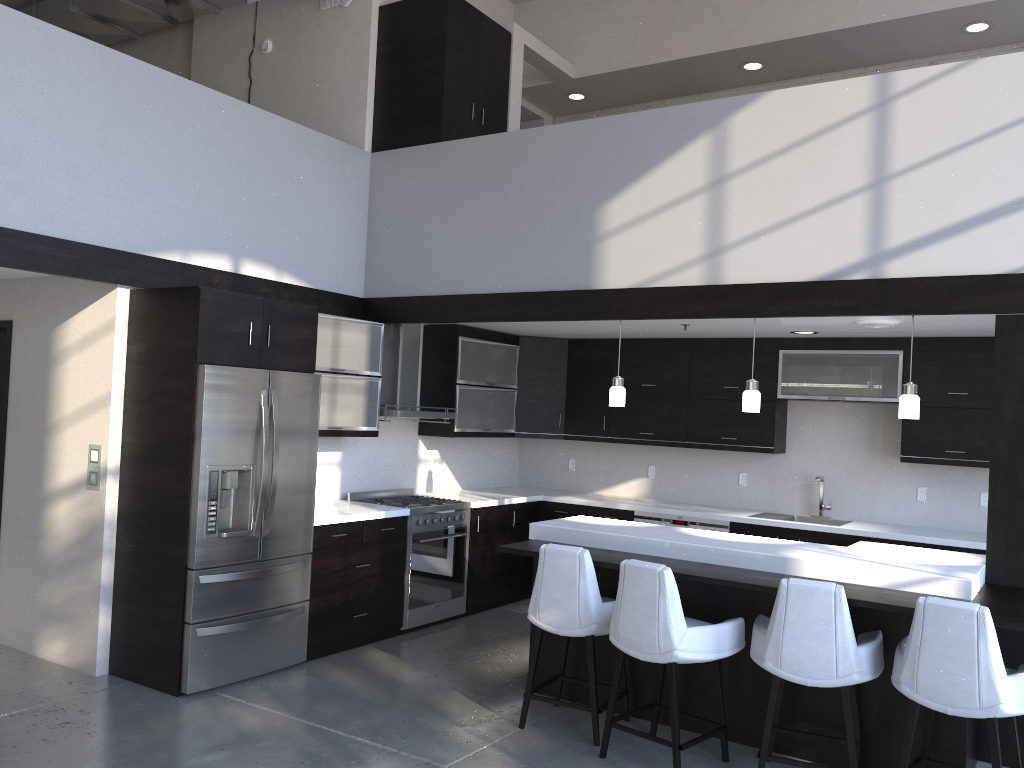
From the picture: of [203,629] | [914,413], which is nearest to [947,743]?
[914,413]

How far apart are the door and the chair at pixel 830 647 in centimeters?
464cm

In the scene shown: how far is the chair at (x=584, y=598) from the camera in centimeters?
431cm

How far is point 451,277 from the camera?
6.2 meters

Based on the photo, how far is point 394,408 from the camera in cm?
662

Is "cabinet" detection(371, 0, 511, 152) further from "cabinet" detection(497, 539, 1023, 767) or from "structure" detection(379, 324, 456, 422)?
"cabinet" detection(497, 539, 1023, 767)

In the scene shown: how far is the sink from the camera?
6.83m

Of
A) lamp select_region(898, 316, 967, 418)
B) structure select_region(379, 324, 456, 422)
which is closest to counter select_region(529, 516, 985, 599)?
lamp select_region(898, 316, 967, 418)

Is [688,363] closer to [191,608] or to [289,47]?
[289,47]

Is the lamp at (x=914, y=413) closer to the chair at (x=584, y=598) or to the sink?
the chair at (x=584, y=598)
